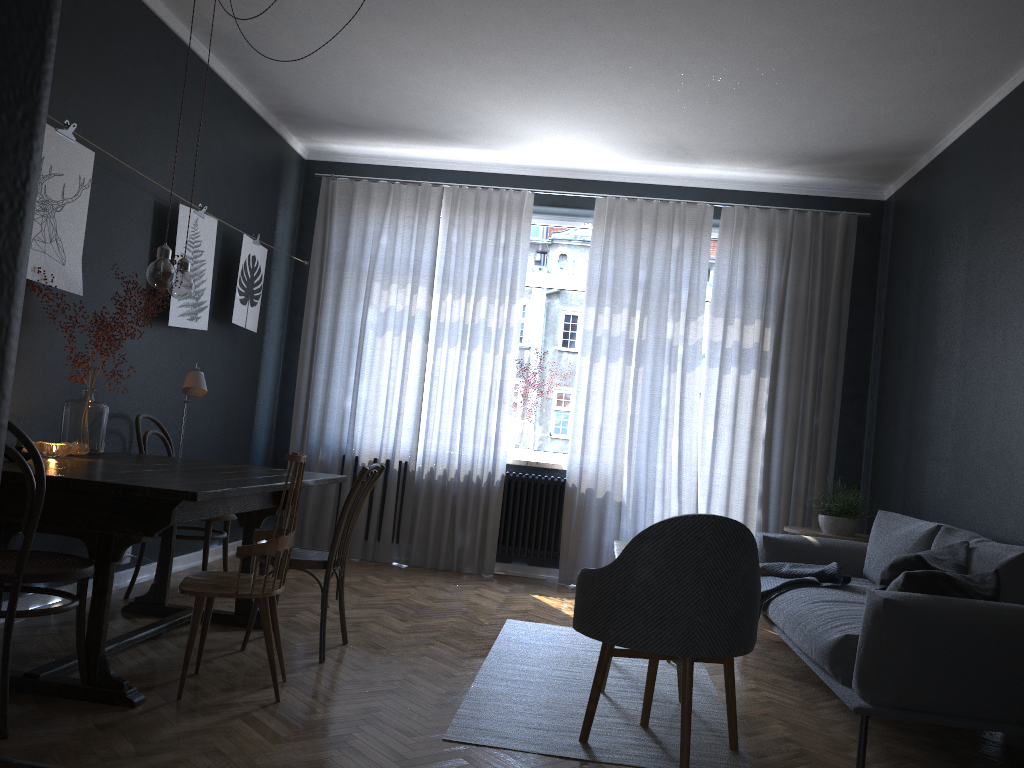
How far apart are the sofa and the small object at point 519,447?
1.98m

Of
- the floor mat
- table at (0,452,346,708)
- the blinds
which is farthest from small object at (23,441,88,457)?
the blinds

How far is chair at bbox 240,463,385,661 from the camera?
3.64m

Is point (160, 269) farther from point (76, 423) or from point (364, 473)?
point (364, 473)

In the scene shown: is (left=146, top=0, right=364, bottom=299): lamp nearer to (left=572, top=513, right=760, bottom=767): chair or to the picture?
the picture

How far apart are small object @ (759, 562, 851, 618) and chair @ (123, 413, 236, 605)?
2.7 meters

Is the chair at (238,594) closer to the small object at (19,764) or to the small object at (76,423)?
the small object at (76,423)

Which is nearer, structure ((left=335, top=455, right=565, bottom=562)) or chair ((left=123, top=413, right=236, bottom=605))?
chair ((left=123, top=413, right=236, bottom=605))

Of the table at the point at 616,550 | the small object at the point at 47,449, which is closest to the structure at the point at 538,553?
the table at the point at 616,550

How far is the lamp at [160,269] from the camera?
3.45m
